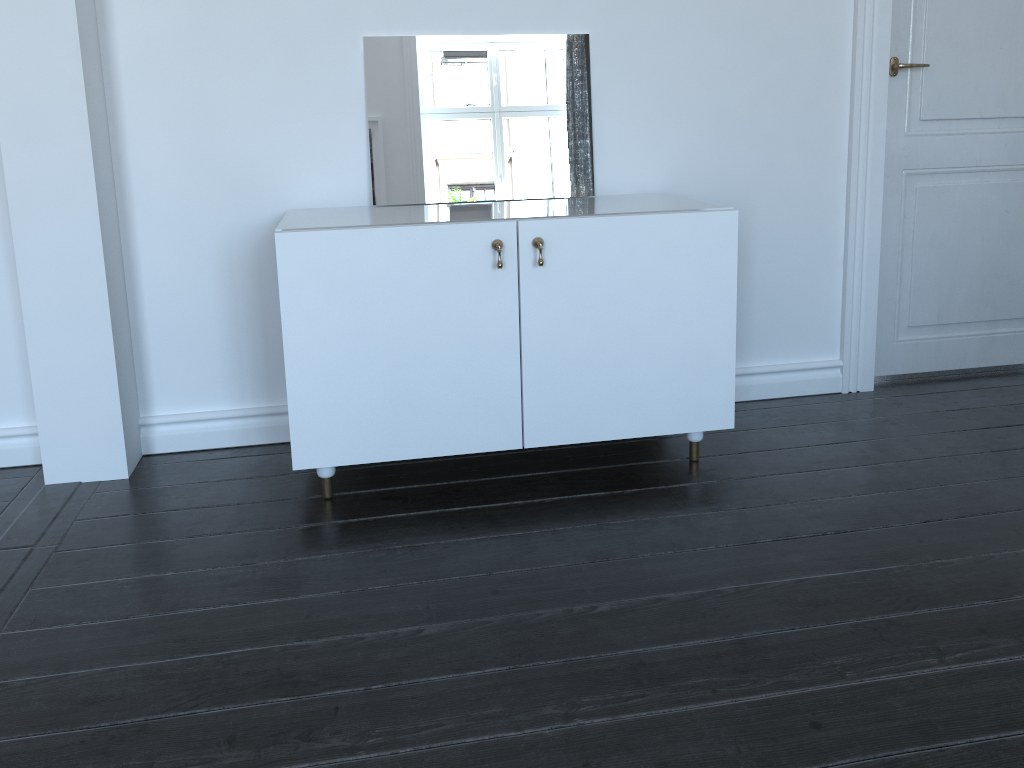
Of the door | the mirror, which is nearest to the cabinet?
the mirror

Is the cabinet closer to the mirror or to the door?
the mirror

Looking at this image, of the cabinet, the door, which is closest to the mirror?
the cabinet

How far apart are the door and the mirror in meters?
0.9 m

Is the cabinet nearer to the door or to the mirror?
the mirror

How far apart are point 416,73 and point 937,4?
1.8m

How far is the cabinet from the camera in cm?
219

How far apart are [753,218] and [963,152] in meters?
0.8

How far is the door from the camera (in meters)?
2.91

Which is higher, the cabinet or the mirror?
the mirror
